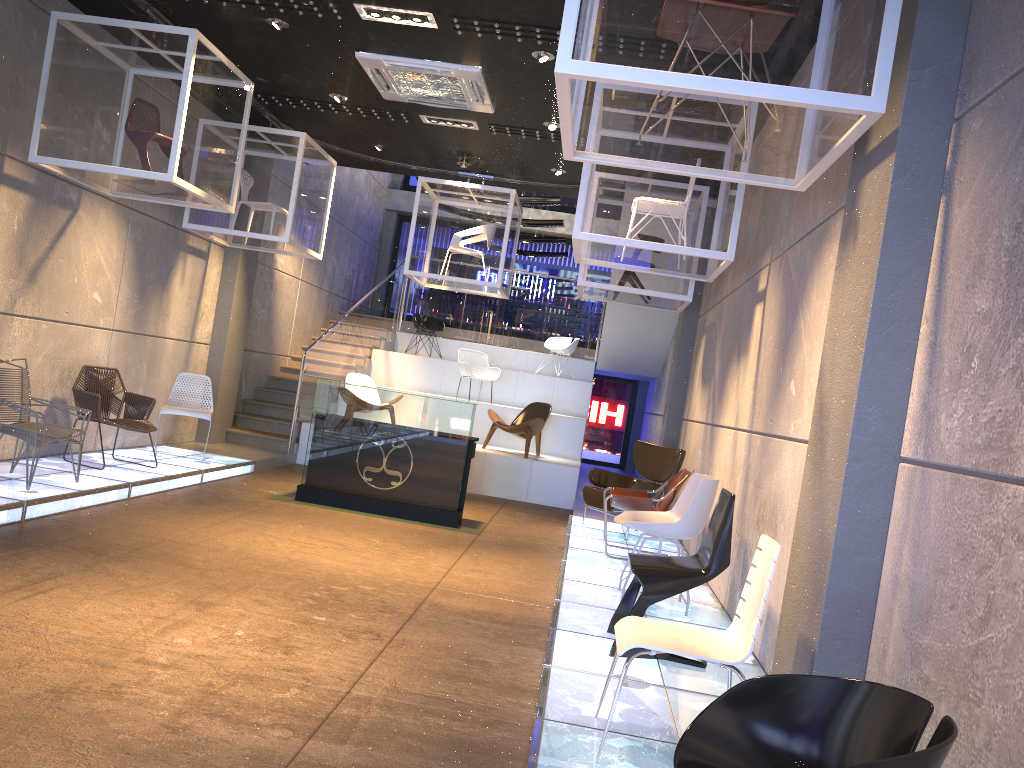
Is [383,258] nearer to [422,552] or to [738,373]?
[422,552]

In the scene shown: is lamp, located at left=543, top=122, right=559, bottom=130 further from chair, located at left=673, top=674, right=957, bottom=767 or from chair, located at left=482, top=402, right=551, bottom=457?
chair, located at left=673, top=674, right=957, bottom=767

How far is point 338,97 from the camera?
8.9 meters

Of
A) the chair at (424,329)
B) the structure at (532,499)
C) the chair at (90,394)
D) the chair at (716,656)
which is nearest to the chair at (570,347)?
the structure at (532,499)

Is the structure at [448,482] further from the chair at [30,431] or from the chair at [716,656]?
the chair at [716,656]

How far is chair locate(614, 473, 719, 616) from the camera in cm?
566

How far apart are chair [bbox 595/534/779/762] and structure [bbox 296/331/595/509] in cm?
784

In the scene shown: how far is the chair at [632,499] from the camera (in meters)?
7.37

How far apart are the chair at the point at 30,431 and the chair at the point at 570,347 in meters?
9.3 m

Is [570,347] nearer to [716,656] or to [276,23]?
[276,23]
